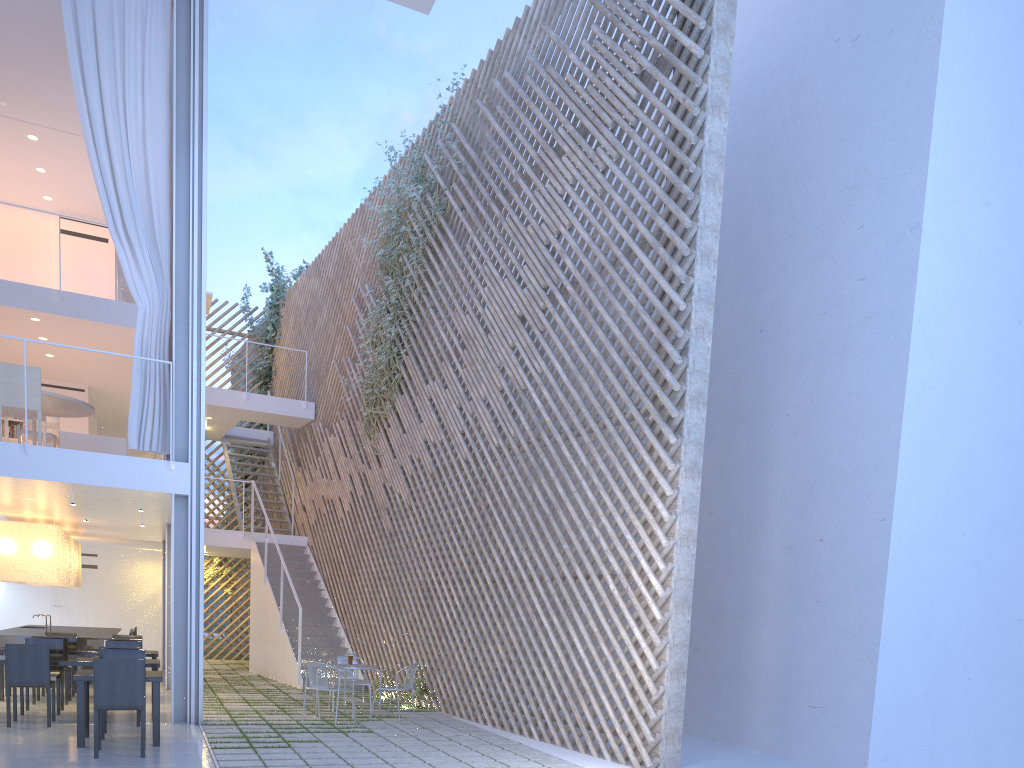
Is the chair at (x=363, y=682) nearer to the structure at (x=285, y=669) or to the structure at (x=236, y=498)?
the structure at (x=285, y=669)

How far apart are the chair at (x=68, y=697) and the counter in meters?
0.8 m

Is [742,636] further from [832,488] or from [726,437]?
[726,437]

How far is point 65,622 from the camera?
8.95m

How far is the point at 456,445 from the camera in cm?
572

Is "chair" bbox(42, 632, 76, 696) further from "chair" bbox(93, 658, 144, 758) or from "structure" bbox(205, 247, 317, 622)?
"structure" bbox(205, 247, 317, 622)

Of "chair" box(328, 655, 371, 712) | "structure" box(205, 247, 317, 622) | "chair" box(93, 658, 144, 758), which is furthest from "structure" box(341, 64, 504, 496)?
"chair" box(93, 658, 144, 758)

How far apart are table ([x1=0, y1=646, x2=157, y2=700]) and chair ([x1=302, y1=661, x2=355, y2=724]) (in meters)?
1.31

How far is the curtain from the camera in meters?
4.6

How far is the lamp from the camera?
5.8m
